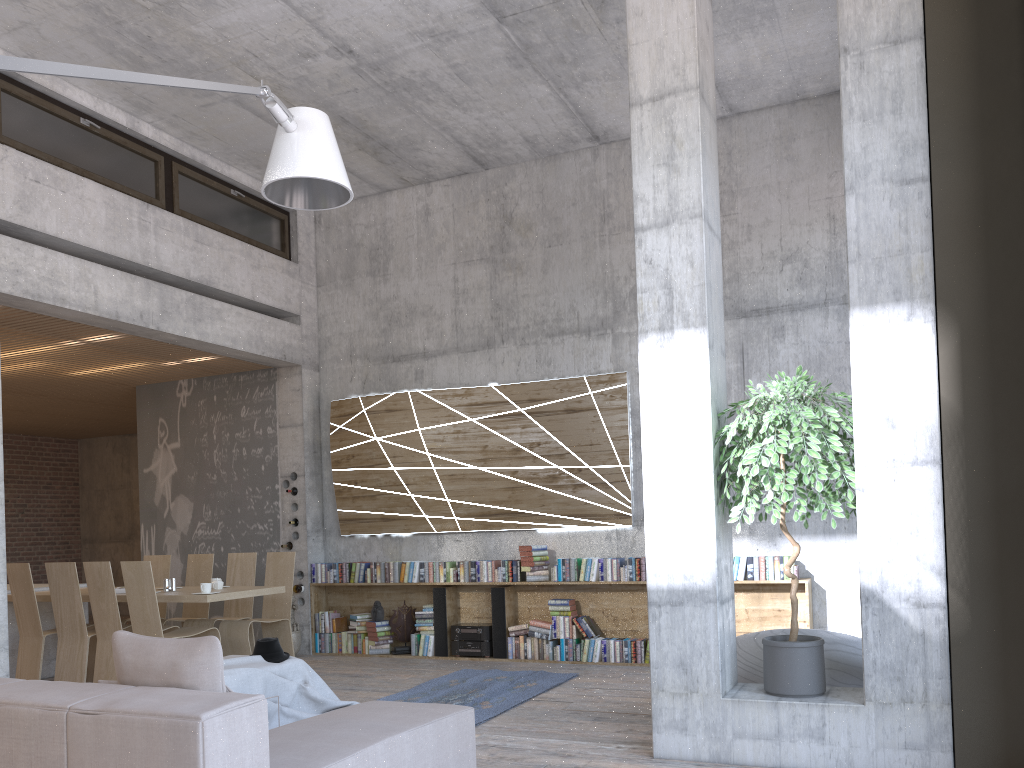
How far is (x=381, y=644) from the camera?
9.2m

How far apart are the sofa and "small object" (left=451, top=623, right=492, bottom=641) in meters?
4.3 m

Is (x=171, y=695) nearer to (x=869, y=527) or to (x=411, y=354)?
(x=869, y=527)

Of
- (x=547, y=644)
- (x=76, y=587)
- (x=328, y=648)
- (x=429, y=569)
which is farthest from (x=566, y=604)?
(x=76, y=587)

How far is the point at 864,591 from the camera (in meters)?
4.49

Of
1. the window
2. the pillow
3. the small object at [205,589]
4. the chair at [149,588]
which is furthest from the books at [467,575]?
the pillow

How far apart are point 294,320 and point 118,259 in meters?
2.5 m

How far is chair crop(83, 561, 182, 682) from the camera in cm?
722

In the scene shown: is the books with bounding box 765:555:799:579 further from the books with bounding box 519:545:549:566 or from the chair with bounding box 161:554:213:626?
the chair with bounding box 161:554:213:626

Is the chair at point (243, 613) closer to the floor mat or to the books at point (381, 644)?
the books at point (381, 644)
